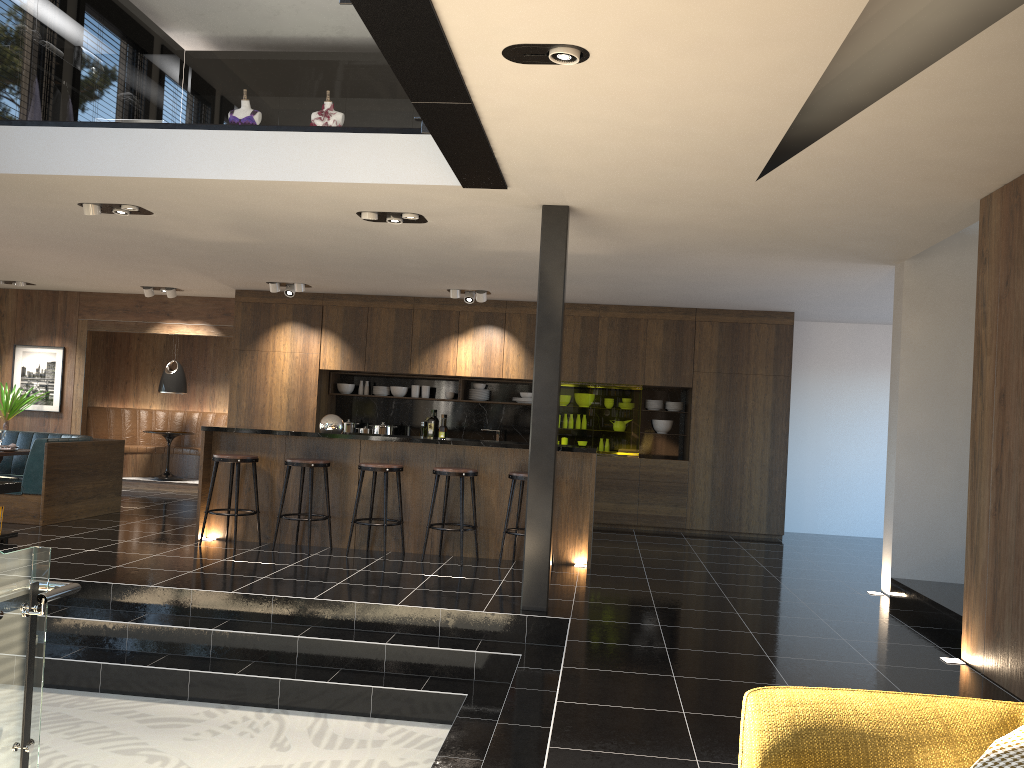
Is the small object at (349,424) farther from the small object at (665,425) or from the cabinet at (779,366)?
the small object at (665,425)

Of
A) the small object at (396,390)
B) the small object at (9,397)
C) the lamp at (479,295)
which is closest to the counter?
the lamp at (479,295)

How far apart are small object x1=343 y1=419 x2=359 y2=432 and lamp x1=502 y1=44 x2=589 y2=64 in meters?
8.3

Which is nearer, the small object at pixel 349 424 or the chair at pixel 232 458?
the chair at pixel 232 458

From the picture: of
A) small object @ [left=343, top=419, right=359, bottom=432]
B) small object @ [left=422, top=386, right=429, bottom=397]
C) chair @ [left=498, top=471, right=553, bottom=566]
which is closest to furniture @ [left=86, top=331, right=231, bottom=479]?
small object @ [left=343, top=419, right=359, bottom=432]

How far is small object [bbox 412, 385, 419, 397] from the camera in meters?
11.5 m

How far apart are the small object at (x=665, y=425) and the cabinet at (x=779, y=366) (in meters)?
0.24

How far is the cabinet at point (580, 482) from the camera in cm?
782

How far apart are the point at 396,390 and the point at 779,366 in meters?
4.8

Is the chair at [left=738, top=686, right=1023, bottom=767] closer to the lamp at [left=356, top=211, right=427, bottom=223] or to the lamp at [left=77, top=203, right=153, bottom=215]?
the lamp at [left=356, top=211, right=427, bottom=223]
